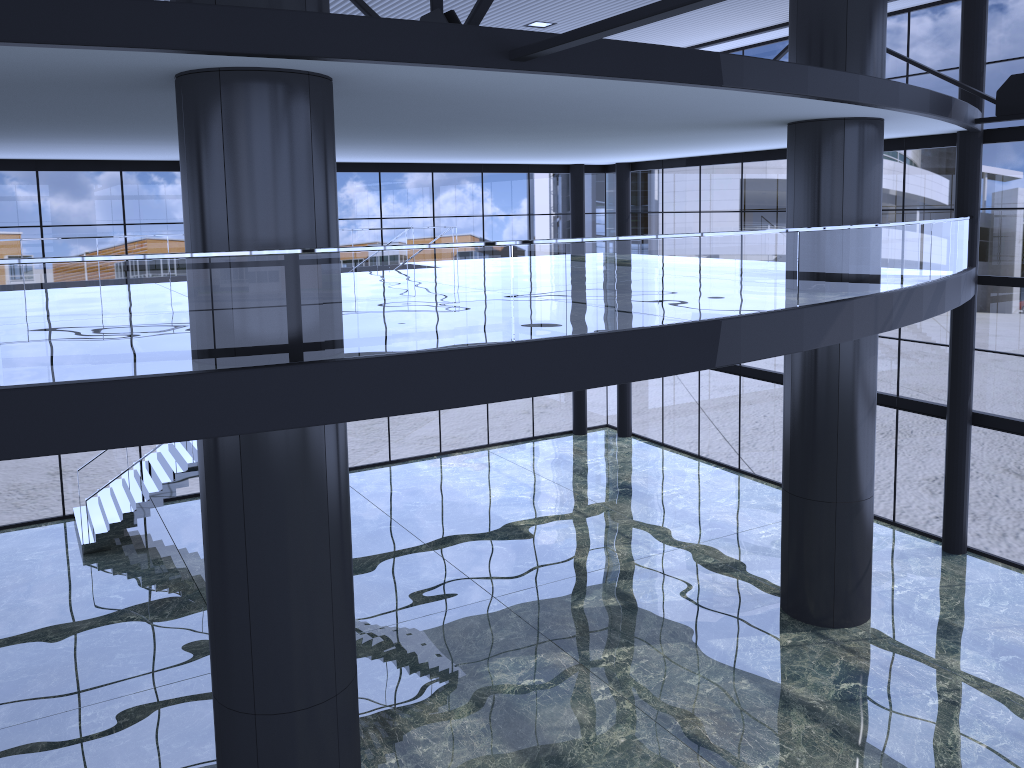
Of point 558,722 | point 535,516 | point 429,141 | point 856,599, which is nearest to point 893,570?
point 856,599
